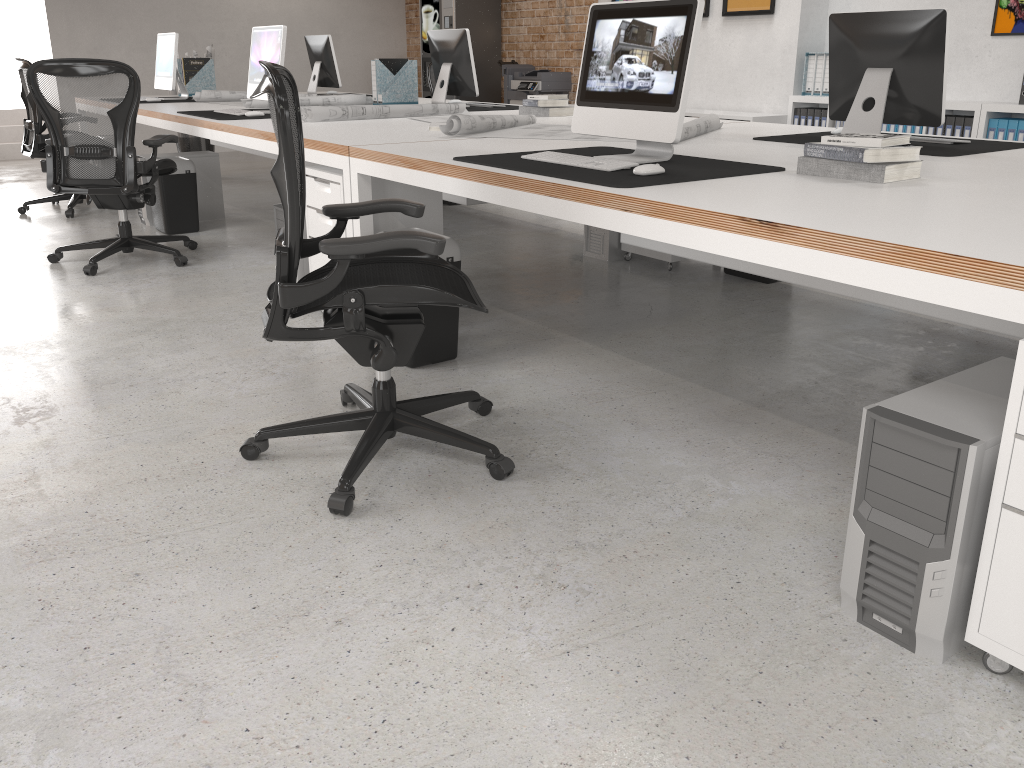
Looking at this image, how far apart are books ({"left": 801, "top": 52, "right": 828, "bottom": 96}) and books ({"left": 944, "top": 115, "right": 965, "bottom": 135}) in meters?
1.1

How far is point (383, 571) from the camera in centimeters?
200cm

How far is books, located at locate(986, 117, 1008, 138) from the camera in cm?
581

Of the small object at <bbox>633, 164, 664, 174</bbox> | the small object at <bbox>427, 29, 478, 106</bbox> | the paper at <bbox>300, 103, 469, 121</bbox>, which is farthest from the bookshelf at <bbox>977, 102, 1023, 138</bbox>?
the small object at <bbox>633, 164, 664, 174</bbox>

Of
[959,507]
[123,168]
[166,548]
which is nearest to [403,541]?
[166,548]

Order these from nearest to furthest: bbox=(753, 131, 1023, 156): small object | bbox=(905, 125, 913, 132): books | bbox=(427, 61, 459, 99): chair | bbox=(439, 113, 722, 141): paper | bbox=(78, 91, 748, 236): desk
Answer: bbox=(753, 131, 1023, 156): small object, bbox=(78, 91, 748, 236): desk, bbox=(439, 113, 722, 141): paper, bbox=(905, 125, 913, 132): books, bbox=(427, 61, 459, 99): chair

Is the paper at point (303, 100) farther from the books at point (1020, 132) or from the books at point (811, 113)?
the books at point (1020, 132)

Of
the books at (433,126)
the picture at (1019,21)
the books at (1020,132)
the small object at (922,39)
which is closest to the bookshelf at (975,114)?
the books at (1020,132)

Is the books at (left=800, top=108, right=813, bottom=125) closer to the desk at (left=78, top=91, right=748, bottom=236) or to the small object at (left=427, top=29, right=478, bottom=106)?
the small object at (left=427, top=29, right=478, bottom=106)

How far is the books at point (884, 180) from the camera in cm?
237
